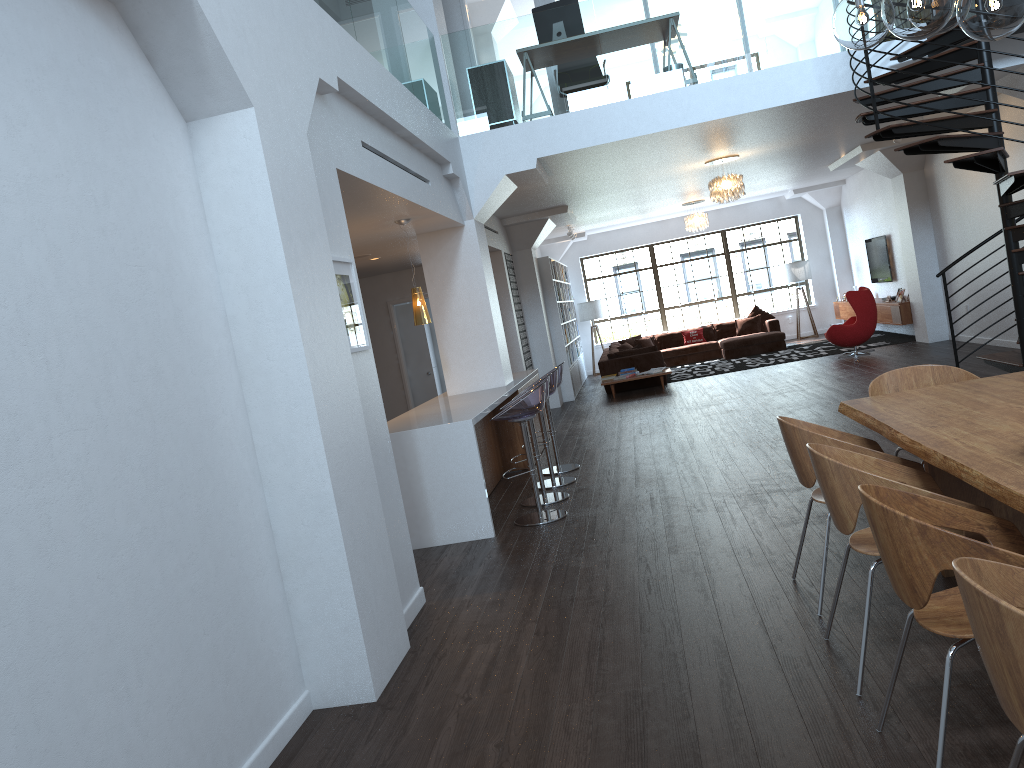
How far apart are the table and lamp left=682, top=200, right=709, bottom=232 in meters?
11.9

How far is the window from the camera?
A: 19.06m

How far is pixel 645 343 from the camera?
17.9m

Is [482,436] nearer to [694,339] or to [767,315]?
[694,339]

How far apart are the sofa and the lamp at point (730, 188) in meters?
3.6

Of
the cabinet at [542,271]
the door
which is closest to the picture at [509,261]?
the cabinet at [542,271]

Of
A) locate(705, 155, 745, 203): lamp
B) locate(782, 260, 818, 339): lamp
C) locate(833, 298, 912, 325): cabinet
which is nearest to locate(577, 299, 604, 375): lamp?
locate(782, 260, 818, 339): lamp

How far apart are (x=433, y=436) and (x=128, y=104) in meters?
3.5 m

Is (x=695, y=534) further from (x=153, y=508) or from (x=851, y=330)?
(x=851, y=330)

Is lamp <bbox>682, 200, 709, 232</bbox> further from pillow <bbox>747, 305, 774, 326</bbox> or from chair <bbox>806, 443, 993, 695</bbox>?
chair <bbox>806, 443, 993, 695</bbox>
